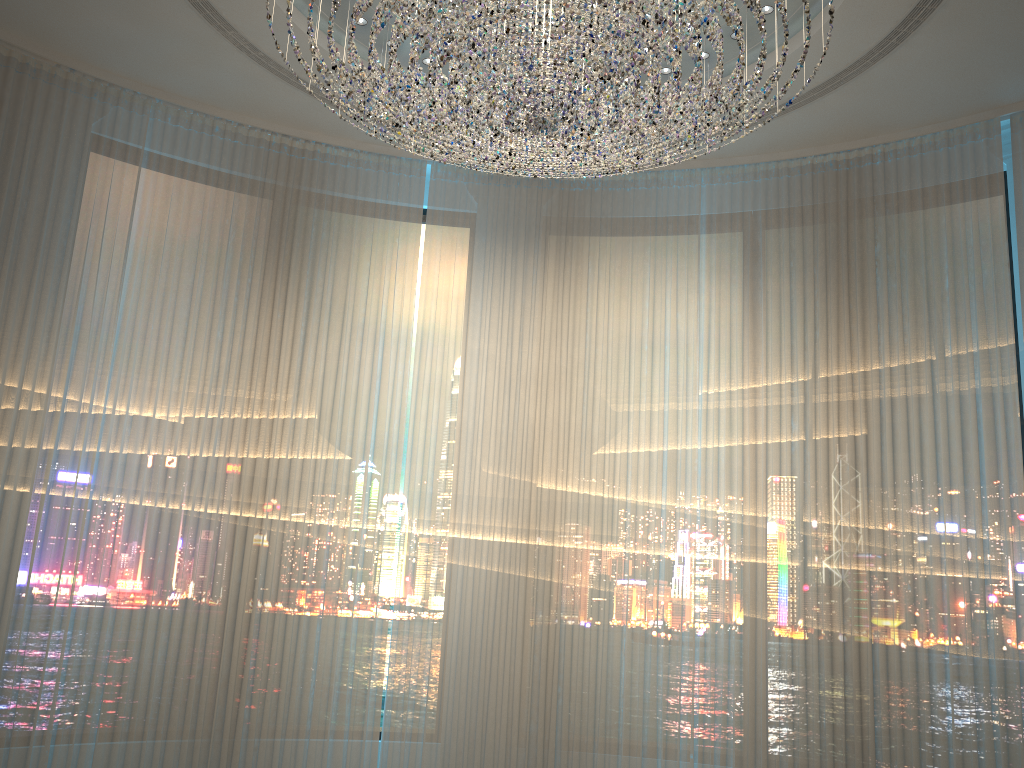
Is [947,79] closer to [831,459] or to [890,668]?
[831,459]

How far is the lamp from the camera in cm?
269

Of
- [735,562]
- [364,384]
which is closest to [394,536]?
[364,384]

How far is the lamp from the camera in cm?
269

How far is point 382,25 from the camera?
2.7m
